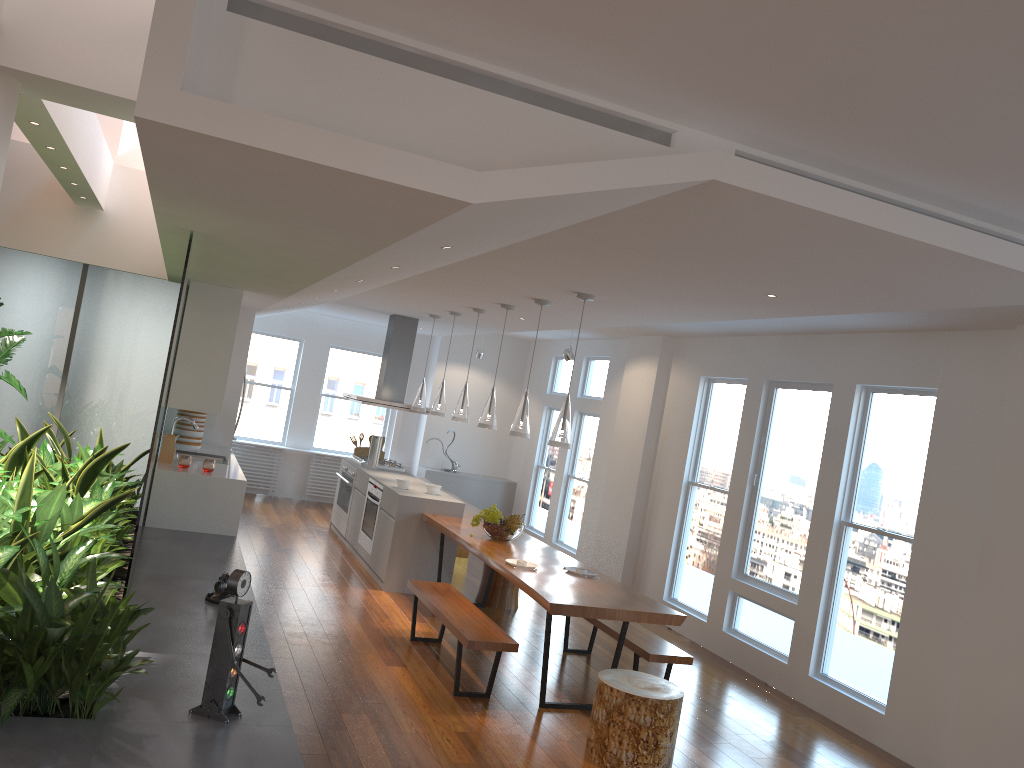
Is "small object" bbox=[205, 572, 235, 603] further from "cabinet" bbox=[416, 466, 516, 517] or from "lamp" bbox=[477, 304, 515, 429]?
"cabinet" bbox=[416, 466, 516, 517]

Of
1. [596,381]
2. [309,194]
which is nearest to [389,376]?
[596,381]

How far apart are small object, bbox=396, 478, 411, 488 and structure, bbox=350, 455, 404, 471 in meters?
1.6 m

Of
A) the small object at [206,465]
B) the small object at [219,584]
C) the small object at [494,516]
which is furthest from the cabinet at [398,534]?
the small object at [219,584]

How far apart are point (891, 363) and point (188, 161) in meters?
5.1 m

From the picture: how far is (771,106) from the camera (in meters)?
2.53

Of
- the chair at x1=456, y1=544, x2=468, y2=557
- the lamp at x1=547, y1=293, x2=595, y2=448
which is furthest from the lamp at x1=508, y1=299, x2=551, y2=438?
the chair at x1=456, y1=544, x2=468, y2=557

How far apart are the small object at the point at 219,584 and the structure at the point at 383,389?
4.4 meters

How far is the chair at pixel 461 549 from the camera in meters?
9.8

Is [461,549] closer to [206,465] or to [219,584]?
[206,465]
